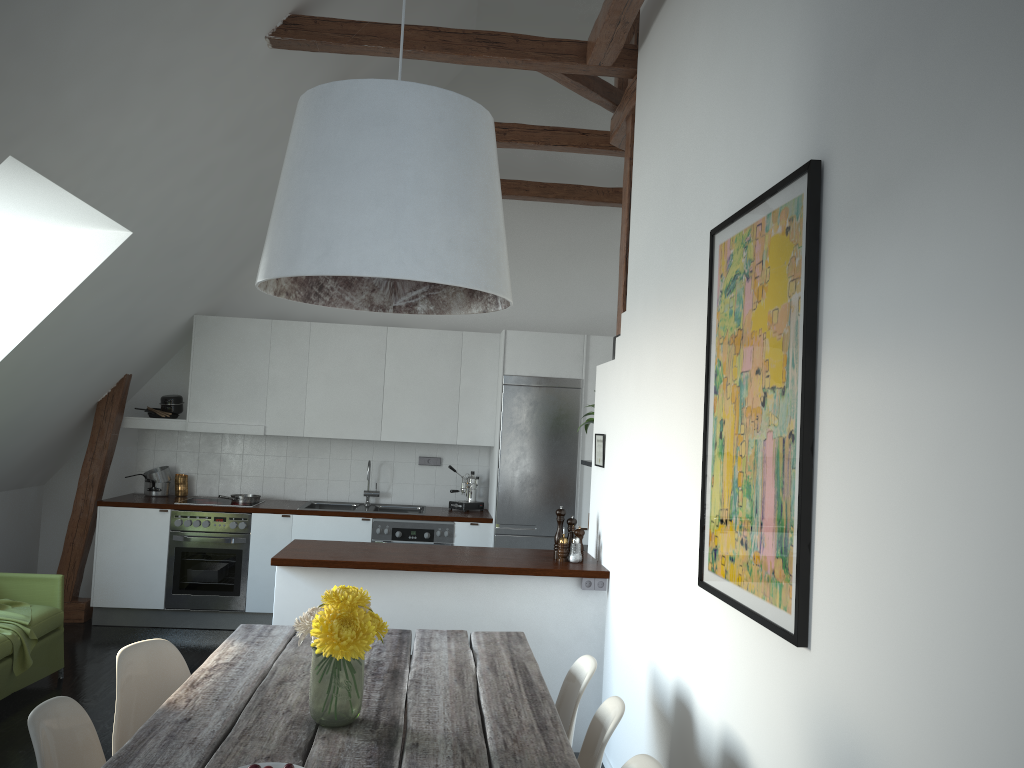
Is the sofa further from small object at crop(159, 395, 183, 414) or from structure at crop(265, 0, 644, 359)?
structure at crop(265, 0, 644, 359)

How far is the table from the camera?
2.20m

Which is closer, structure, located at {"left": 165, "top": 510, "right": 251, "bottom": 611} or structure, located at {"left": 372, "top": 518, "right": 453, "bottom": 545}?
structure, located at {"left": 165, "top": 510, "right": 251, "bottom": 611}

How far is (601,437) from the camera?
4.83m

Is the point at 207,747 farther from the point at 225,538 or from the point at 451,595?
the point at 225,538

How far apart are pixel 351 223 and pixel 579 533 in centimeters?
298cm

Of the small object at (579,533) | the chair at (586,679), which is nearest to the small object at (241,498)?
the small object at (579,533)

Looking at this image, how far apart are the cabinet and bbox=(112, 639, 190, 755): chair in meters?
1.2 m

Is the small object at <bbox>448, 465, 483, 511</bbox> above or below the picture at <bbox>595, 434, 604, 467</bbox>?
below

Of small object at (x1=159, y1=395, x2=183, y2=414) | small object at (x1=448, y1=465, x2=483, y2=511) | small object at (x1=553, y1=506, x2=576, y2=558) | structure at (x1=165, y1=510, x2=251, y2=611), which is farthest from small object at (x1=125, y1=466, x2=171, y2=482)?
small object at (x1=553, y1=506, x2=576, y2=558)
